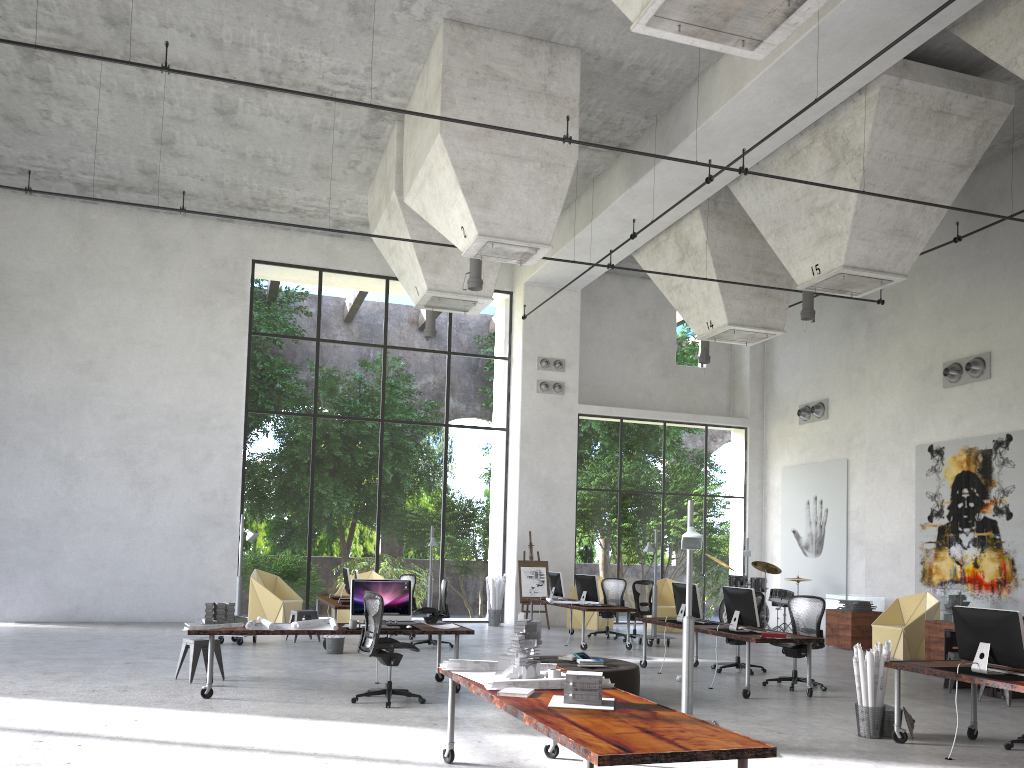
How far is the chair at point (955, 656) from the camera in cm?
1099

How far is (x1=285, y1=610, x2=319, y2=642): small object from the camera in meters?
14.7 m

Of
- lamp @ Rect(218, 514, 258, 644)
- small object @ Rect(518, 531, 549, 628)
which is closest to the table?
small object @ Rect(518, 531, 549, 628)

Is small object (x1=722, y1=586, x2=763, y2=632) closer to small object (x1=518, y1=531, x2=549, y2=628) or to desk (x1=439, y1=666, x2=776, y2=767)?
desk (x1=439, y1=666, x2=776, y2=767)

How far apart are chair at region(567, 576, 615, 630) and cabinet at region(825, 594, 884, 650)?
4.7 meters

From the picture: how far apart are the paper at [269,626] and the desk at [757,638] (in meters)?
4.81

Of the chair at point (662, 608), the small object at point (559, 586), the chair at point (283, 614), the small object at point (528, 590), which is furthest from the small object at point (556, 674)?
the chair at point (662, 608)

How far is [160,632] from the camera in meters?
15.6 m

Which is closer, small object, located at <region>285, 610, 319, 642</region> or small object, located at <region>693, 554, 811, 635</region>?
small object, located at <region>285, 610, 319, 642</region>

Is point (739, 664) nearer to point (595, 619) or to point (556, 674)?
point (595, 619)
